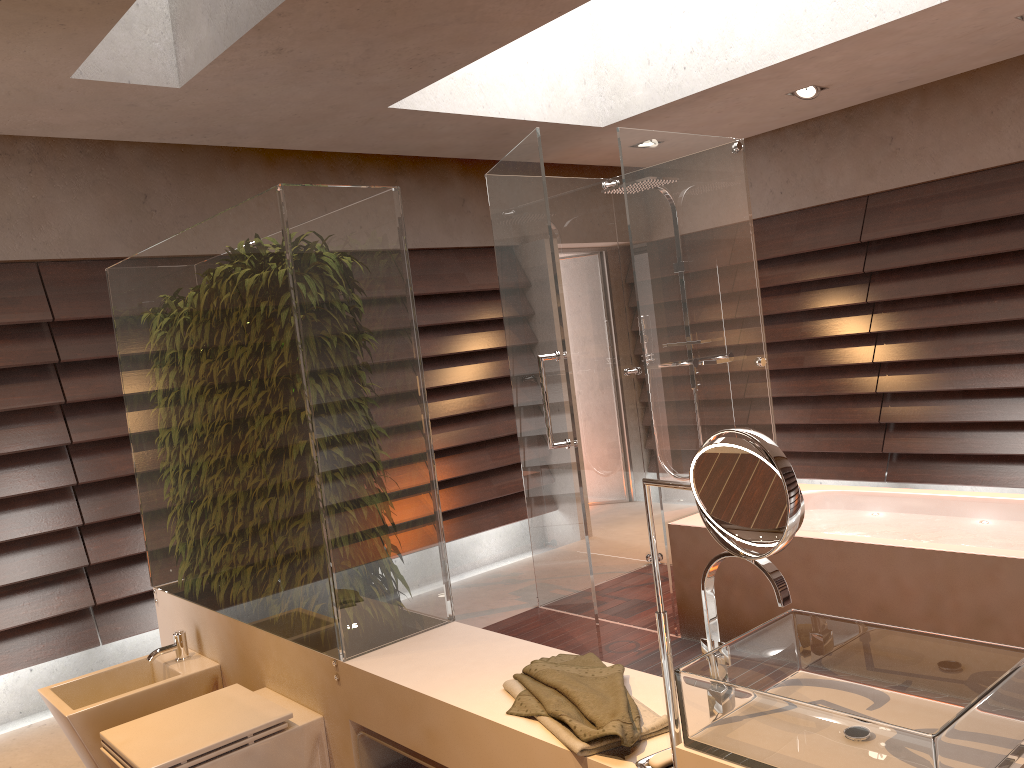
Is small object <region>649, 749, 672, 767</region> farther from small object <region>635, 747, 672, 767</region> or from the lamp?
the lamp

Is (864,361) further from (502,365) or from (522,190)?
(522,190)

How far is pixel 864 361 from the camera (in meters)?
5.59

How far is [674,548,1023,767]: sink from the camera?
1.2 meters

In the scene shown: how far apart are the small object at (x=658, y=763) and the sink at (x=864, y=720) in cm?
12

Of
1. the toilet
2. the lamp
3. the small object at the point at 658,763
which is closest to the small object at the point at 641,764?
the small object at the point at 658,763

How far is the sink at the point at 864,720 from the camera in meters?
1.2

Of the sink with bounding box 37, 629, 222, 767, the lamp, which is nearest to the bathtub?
the sink with bounding box 37, 629, 222, 767

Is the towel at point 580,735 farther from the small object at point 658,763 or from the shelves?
the shelves

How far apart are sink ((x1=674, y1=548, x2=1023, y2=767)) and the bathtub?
1.5 meters
